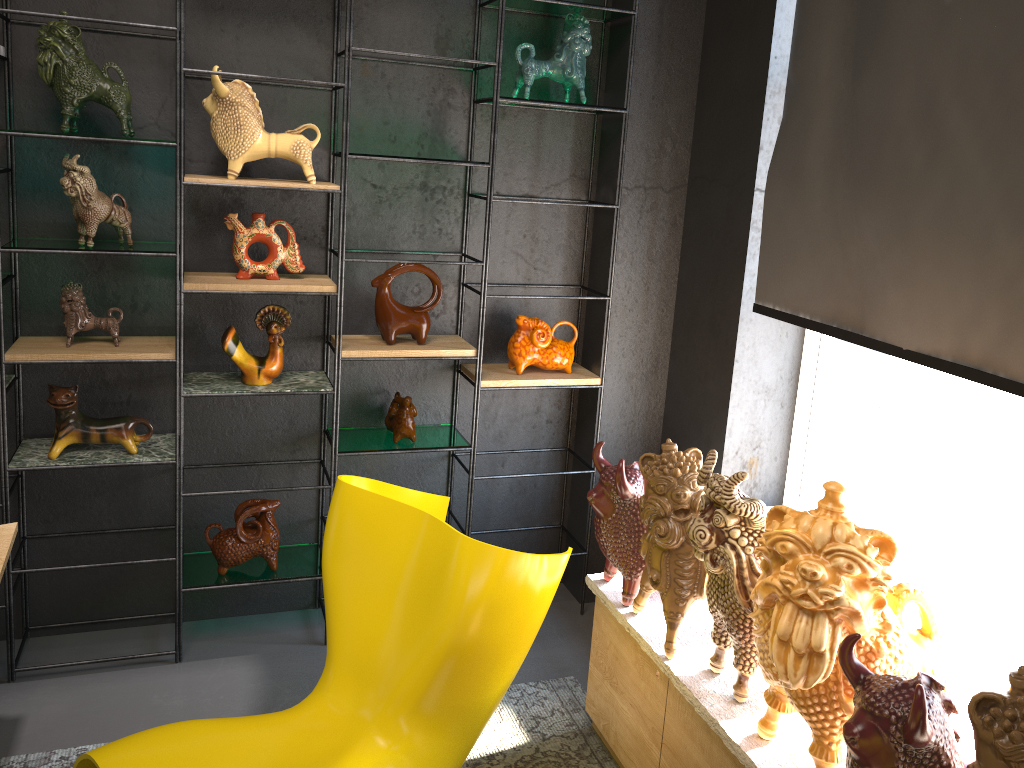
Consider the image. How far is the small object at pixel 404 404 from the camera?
3.2 meters

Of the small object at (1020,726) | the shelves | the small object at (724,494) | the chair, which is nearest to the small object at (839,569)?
the small object at (724,494)

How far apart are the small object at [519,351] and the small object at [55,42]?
1.4 meters

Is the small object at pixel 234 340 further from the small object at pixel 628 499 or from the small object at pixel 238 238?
the small object at pixel 628 499

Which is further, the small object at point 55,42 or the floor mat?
the floor mat

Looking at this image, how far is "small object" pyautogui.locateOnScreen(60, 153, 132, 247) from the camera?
2.6 meters

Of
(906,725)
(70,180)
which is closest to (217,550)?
(70,180)

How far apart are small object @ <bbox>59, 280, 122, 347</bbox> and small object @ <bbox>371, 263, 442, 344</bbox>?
0.8 meters

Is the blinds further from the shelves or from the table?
the table

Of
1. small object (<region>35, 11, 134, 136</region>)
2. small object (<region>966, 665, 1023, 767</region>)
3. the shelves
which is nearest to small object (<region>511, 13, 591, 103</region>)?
the shelves
